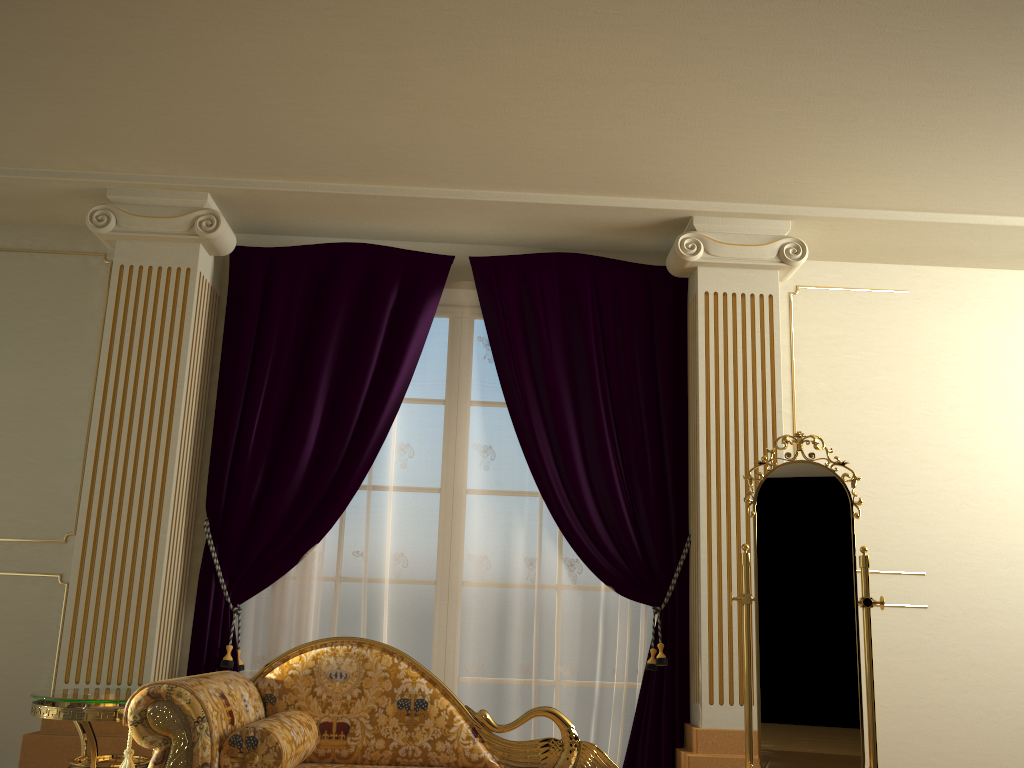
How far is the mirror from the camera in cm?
310

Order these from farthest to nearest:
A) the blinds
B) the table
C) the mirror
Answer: the blinds < the mirror < the table

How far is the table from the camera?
2.9m

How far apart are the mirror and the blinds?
0.5 meters

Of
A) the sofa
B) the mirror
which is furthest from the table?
the mirror

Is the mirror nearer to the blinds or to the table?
the blinds

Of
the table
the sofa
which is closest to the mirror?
the sofa

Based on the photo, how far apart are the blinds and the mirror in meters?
0.5 m

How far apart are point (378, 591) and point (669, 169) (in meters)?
2.16

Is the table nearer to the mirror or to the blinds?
the blinds
